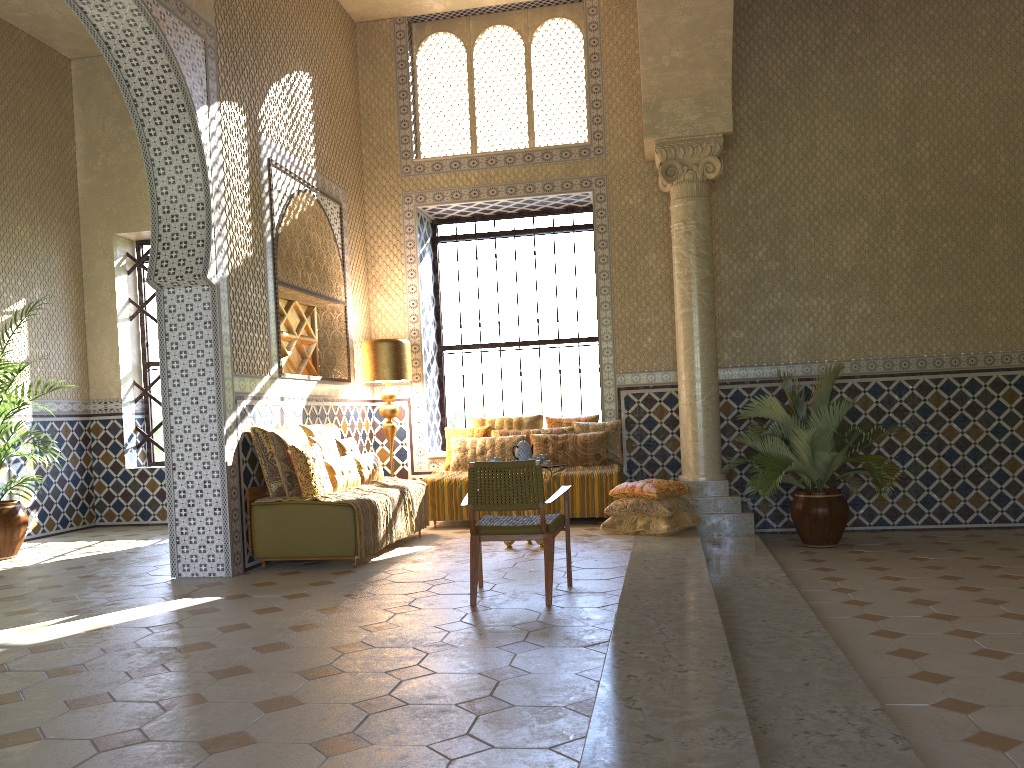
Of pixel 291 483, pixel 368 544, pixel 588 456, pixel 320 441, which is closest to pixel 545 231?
pixel 588 456

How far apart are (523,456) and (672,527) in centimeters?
209cm

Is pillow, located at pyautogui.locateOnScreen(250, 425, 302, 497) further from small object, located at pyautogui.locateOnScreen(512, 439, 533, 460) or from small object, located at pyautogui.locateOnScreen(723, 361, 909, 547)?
small object, located at pyautogui.locateOnScreen(723, 361, 909, 547)

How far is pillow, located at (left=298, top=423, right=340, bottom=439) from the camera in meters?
11.2 m

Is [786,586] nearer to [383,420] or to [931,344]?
[931,344]

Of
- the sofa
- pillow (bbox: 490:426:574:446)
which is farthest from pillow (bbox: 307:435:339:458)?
pillow (bbox: 490:426:574:446)

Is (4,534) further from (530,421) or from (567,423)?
(567,423)

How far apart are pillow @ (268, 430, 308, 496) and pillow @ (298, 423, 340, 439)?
0.7 meters

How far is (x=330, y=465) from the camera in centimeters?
1039cm

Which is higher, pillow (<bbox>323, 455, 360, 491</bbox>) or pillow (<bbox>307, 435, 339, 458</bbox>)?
pillow (<bbox>307, 435, 339, 458</bbox>)
